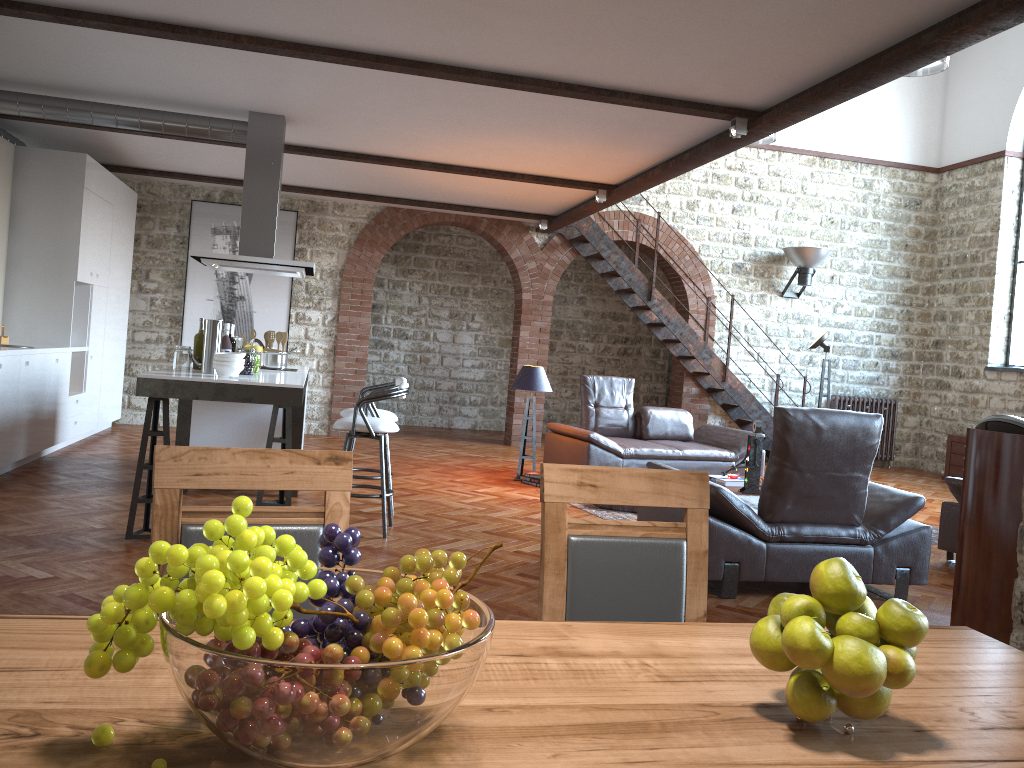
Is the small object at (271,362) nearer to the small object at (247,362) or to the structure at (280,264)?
the structure at (280,264)

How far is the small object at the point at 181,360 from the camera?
5.7m

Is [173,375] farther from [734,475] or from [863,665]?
[863,665]

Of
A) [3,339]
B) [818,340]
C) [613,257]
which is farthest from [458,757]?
[613,257]

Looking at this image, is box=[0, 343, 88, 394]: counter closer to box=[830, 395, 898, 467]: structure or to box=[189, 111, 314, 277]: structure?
box=[189, 111, 314, 277]: structure

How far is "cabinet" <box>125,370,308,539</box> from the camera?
5.0 meters

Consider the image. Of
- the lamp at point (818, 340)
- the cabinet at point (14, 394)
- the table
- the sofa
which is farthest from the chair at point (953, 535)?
the cabinet at point (14, 394)

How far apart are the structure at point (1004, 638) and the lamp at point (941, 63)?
5.5 meters

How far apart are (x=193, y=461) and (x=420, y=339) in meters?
11.6

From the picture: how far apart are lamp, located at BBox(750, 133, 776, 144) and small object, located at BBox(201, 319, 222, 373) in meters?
7.7
